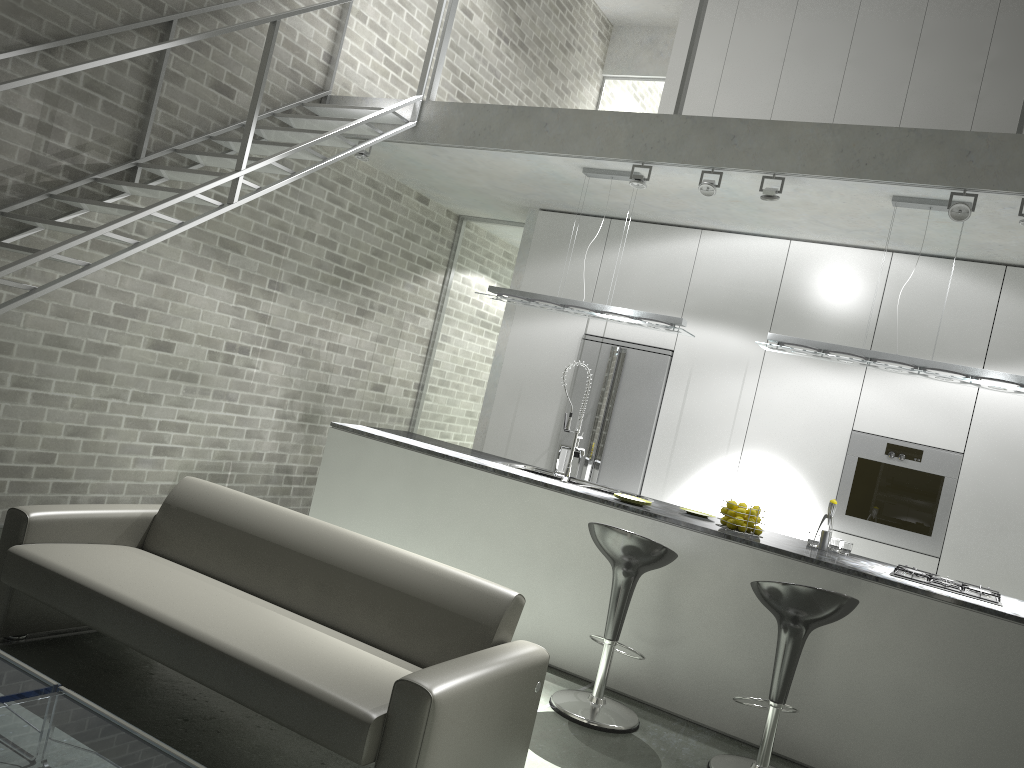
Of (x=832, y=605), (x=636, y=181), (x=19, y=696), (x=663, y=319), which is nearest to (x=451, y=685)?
(x=19, y=696)

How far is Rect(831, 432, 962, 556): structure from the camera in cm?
581

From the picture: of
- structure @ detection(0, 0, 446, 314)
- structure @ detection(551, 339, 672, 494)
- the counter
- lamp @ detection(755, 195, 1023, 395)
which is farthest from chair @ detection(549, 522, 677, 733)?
structure @ detection(0, 0, 446, 314)

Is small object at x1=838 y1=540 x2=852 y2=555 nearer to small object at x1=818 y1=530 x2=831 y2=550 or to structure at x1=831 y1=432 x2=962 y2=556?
small object at x1=818 y1=530 x2=831 y2=550

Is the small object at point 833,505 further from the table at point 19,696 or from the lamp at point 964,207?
the table at point 19,696

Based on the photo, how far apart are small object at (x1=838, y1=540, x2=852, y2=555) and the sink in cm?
144

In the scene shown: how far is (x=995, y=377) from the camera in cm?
464

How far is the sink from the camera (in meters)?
5.33

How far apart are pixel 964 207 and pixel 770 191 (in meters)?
1.00

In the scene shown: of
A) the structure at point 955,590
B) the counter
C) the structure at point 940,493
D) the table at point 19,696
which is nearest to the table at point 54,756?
the table at point 19,696
